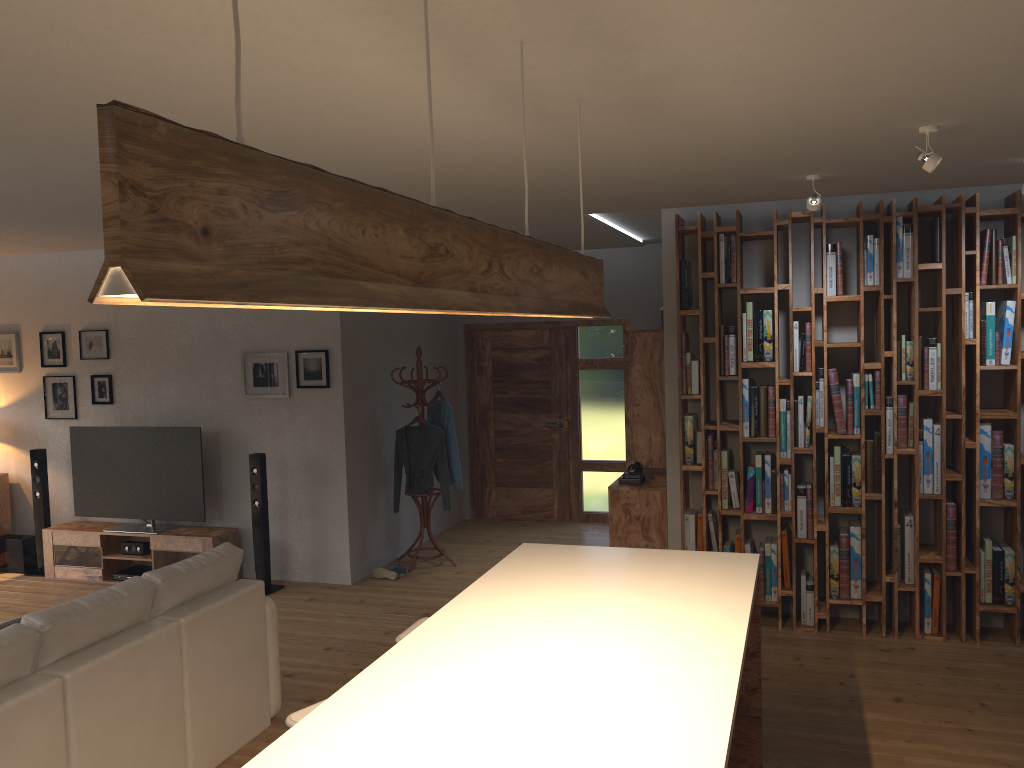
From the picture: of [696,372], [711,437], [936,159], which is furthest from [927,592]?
[936,159]

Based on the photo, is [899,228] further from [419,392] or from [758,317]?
[419,392]

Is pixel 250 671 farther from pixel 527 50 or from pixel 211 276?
pixel 211 276

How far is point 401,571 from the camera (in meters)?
7.29

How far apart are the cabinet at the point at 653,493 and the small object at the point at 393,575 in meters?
1.9 m

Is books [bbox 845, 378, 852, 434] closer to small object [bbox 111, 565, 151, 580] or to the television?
the television

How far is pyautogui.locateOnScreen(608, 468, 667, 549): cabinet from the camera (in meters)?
6.31

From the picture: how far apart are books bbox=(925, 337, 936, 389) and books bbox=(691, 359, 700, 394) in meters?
1.4 m

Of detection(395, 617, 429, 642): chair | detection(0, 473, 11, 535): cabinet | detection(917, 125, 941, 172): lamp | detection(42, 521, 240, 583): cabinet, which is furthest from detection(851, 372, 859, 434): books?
detection(0, 473, 11, 535): cabinet

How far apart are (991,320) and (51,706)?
5.2m
